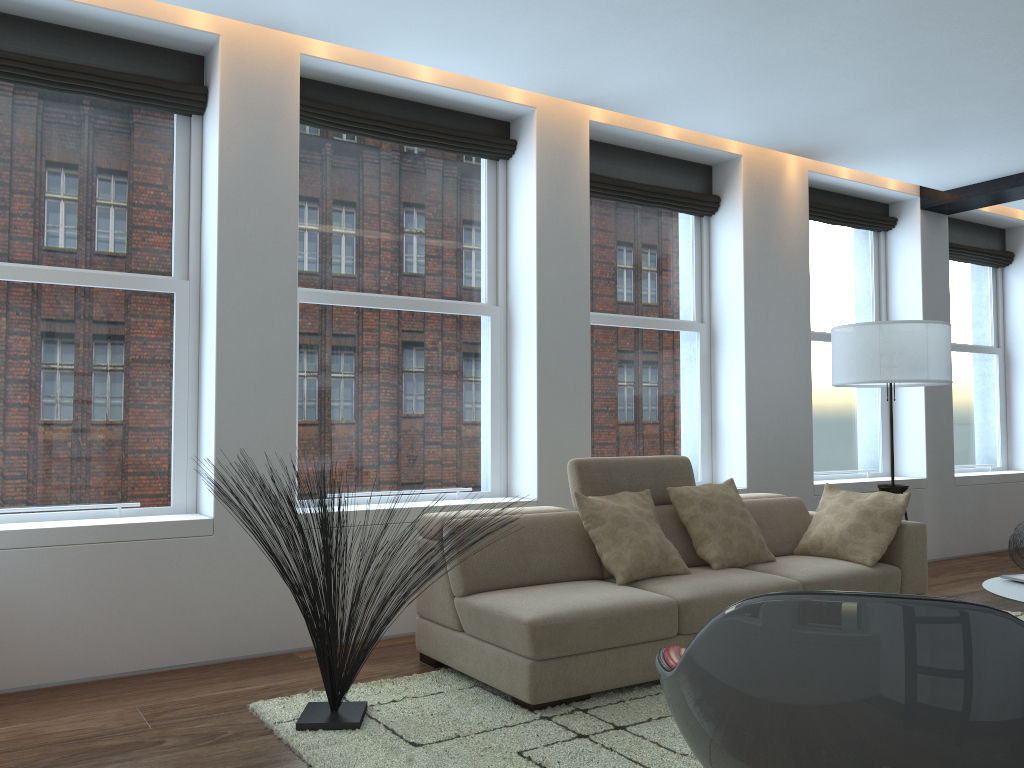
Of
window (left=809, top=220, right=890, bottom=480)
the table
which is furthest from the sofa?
window (left=809, top=220, right=890, bottom=480)

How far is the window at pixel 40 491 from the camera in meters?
4.1 m

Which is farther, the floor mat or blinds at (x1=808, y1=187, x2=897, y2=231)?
blinds at (x1=808, y1=187, x2=897, y2=231)

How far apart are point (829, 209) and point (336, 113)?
4.1 meters

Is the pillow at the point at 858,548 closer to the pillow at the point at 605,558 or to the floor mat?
the pillow at the point at 605,558

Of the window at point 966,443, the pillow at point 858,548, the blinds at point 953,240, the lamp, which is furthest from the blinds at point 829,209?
the pillow at point 858,548

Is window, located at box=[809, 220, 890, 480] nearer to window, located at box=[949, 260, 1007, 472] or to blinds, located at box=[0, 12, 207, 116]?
window, located at box=[949, 260, 1007, 472]

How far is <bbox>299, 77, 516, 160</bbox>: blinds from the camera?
4.8m

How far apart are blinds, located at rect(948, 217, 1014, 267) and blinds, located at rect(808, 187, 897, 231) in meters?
0.8

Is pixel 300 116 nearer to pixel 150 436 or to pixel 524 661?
pixel 150 436
